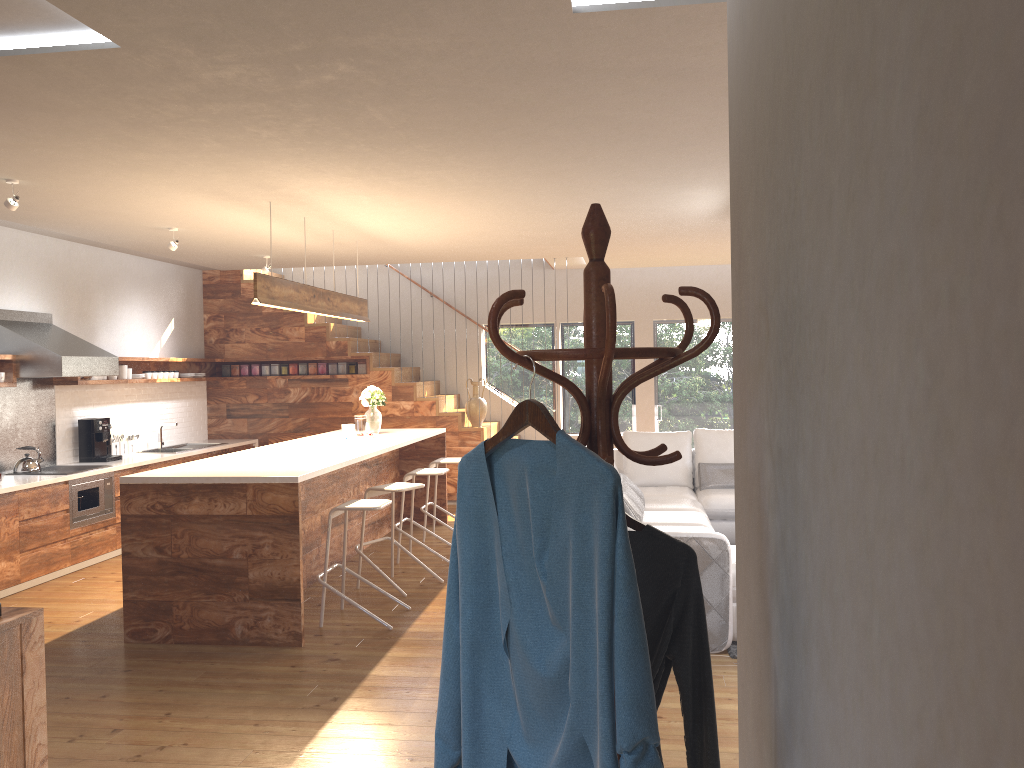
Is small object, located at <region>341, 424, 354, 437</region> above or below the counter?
above

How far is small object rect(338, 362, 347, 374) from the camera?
10.4m

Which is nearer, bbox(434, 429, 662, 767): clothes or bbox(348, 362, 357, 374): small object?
bbox(434, 429, 662, 767): clothes

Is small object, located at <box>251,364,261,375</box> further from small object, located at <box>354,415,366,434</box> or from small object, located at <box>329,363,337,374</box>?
small object, located at <box>354,415,366,434</box>

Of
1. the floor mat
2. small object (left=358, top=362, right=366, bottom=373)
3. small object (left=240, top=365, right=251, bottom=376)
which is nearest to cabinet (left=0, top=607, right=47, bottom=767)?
the floor mat

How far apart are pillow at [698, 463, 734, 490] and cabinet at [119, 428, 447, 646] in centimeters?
249cm

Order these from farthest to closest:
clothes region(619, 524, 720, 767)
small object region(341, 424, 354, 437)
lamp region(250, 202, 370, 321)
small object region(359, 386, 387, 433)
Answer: small object region(359, 386, 387, 433)
small object region(341, 424, 354, 437)
lamp region(250, 202, 370, 321)
clothes region(619, 524, 720, 767)

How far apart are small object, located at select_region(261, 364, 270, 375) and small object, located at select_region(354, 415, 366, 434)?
3.02m

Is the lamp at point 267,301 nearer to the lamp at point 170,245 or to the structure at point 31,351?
the lamp at point 170,245

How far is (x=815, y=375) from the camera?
1.3 meters
